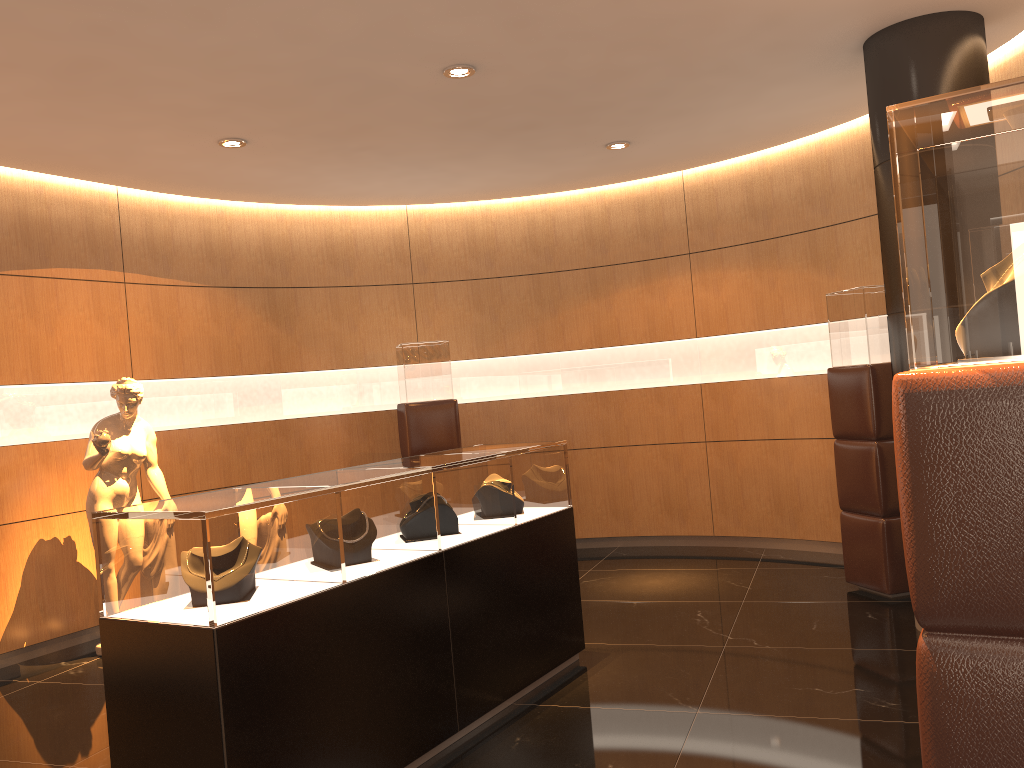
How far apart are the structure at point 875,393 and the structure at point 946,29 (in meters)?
0.67

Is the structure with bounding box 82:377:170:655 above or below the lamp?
below

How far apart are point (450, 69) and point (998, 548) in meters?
4.0

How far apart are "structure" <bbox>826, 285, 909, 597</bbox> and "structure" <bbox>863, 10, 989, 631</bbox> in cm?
67

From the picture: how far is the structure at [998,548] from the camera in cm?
157

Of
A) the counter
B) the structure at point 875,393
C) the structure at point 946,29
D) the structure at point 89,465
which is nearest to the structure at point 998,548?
the counter

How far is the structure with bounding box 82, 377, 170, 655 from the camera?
5.76m

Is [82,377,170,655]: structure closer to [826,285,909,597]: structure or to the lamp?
the lamp

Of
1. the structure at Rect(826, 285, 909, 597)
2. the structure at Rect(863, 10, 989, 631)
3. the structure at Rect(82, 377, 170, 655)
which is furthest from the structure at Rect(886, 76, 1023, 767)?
the structure at Rect(82, 377, 170, 655)

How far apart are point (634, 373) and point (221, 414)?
3.62m
